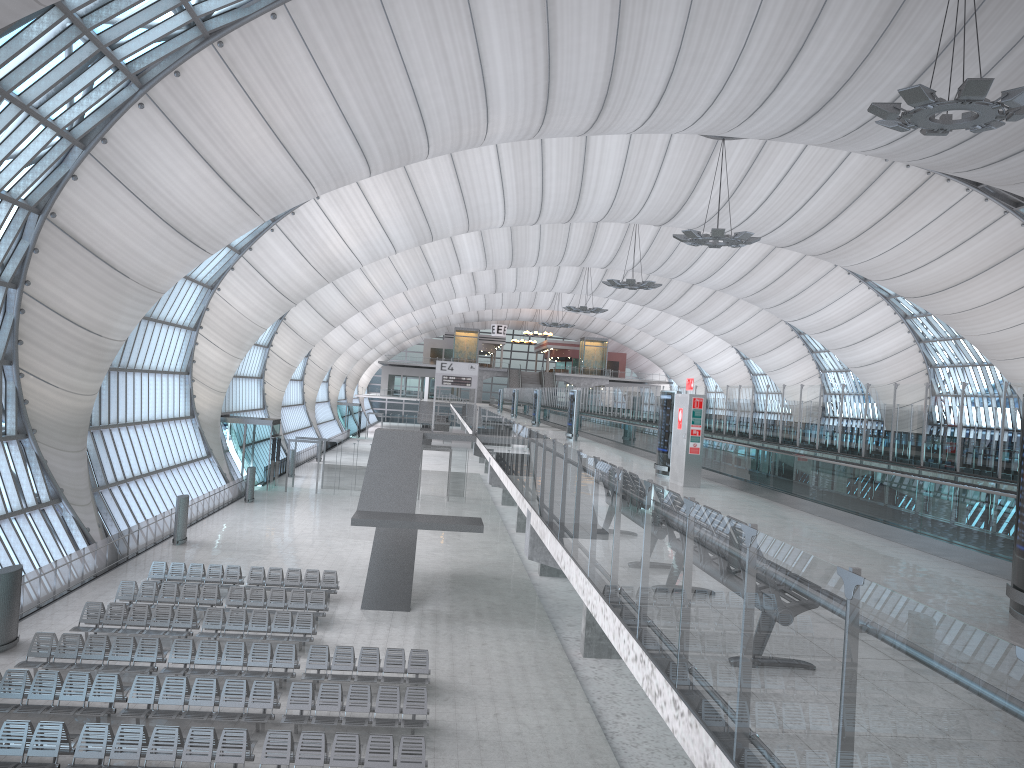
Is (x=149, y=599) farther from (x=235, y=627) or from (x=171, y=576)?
(x=235, y=627)

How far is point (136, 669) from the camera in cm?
1812

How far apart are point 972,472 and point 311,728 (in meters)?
12.30

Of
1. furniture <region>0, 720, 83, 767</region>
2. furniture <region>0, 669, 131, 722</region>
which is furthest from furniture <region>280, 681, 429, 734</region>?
furniture <region>0, 720, 83, 767</region>

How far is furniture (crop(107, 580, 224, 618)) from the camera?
23.40m

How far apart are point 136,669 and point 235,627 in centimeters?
335cm

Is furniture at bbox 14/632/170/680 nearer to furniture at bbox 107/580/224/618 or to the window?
furniture at bbox 107/580/224/618

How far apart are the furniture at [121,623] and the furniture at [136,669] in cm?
143

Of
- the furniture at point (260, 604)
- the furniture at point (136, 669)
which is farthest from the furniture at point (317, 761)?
the furniture at point (260, 604)

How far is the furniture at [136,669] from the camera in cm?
1812
